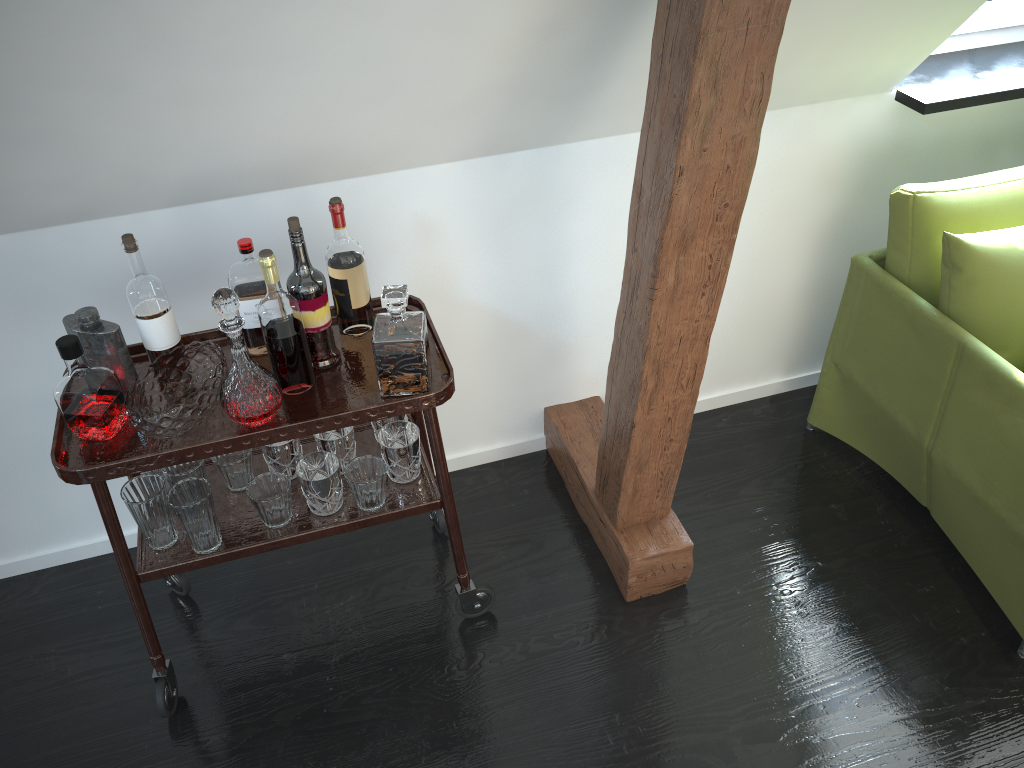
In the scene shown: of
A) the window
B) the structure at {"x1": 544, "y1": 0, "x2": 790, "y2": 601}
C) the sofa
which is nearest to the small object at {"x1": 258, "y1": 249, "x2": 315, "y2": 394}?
the structure at {"x1": 544, "y1": 0, "x2": 790, "y2": 601}

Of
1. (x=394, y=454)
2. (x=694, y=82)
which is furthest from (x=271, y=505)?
(x=694, y=82)

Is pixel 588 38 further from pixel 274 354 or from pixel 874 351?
pixel 874 351

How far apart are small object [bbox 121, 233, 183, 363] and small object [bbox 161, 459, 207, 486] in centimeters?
24cm

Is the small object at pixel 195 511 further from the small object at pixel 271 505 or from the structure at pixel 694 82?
the structure at pixel 694 82

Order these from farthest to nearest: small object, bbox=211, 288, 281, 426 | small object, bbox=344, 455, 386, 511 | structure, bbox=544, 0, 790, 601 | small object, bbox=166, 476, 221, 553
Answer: small object, bbox=344, 455, 386, 511, small object, bbox=166, 476, 221, 553, small object, bbox=211, 288, 281, 426, structure, bbox=544, 0, 790, 601

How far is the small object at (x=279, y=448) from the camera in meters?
2.0

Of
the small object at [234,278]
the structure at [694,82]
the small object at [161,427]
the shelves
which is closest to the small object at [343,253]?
the shelves

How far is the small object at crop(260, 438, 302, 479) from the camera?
2.0m

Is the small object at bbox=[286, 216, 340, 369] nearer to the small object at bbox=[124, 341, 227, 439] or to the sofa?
the small object at bbox=[124, 341, 227, 439]
